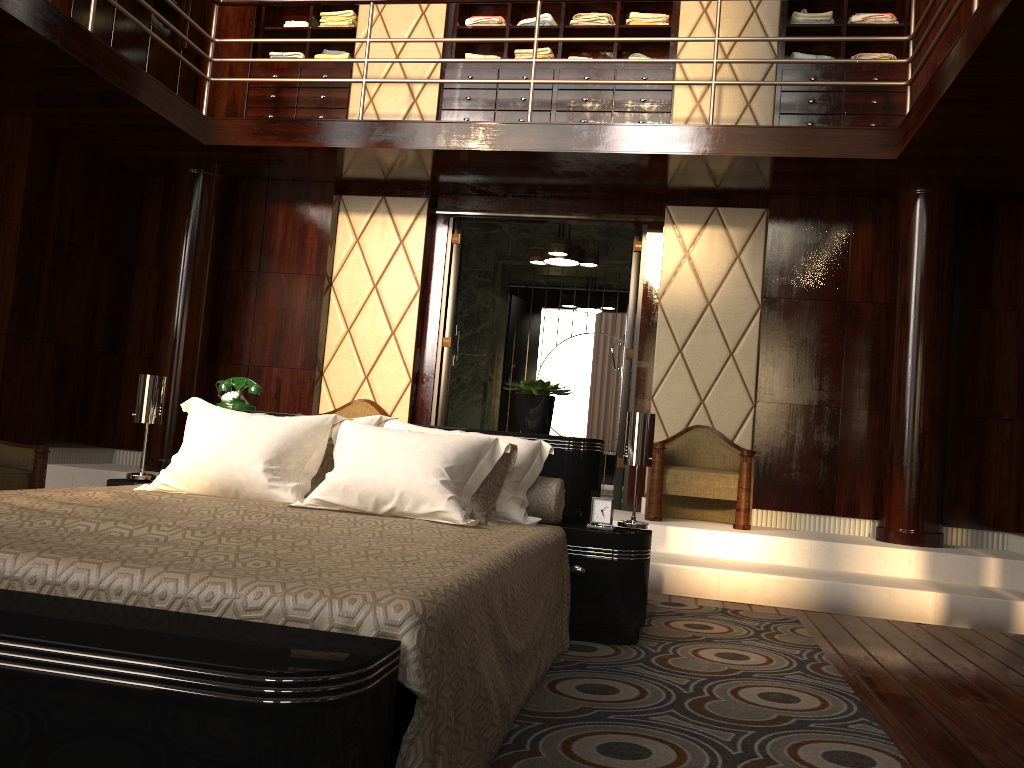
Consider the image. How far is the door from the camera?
5.5 meters

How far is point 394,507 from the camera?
2.4m

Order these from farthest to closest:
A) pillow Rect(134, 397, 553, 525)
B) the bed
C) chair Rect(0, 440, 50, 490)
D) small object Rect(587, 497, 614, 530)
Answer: chair Rect(0, 440, 50, 490) < small object Rect(587, 497, 614, 530) < pillow Rect(134, 397, 553, 525) < the bed

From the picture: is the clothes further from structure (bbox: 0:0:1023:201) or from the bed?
the bed

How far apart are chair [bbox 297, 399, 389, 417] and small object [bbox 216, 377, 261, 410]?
1.93m

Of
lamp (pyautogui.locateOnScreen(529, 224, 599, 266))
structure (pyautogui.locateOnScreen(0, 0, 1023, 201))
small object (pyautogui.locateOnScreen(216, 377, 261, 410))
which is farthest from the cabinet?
small object (pyautogui.locateOnScreen(216, 377, 261, 410))

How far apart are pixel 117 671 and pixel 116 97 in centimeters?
419cm

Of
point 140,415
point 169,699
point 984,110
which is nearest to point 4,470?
point 140,415

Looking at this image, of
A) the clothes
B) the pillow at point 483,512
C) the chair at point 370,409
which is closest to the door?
the chair at point 370,409

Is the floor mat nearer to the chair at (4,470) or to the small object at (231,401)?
the small object at (231,401)
